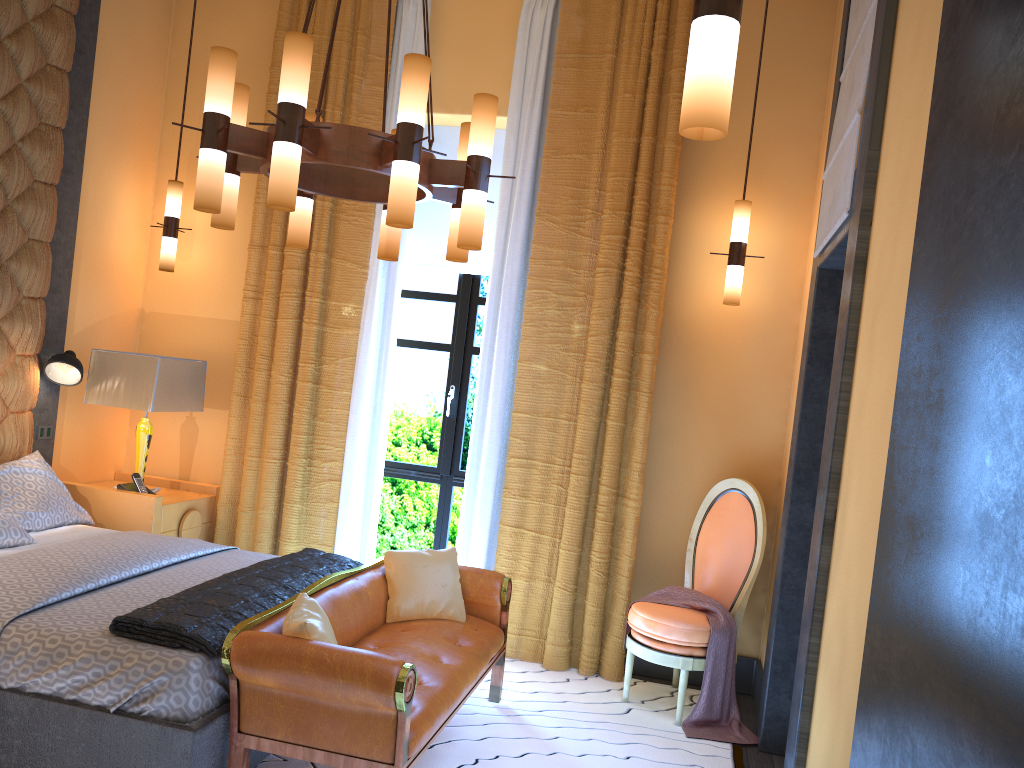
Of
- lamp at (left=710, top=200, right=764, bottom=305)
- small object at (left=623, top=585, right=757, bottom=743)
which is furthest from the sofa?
lamp at (left=710, top=200, right=764, bottom=305)

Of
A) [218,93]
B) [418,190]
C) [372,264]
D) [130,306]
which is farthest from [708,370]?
[130,306]

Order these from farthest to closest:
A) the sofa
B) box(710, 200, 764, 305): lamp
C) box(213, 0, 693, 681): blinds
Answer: box(213, 0, 693, 681): blinds < box(710, 200, 764, 305): lamp < the sofa

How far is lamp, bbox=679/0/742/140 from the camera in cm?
158

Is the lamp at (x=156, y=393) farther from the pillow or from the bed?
the bed

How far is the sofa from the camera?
2.7 meters

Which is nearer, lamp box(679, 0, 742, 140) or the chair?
lamp box(679, 0, 742, 140)

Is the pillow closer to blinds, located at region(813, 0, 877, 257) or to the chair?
the chair

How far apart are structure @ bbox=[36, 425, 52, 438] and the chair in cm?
321

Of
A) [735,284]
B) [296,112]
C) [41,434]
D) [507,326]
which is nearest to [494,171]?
[507,326]
